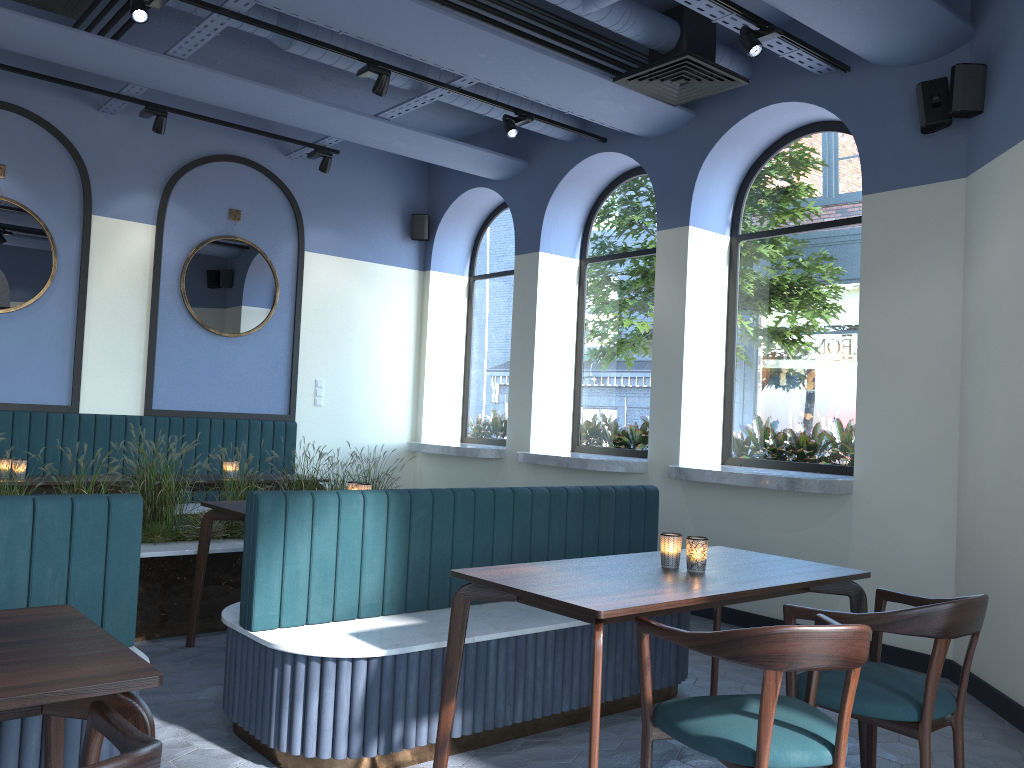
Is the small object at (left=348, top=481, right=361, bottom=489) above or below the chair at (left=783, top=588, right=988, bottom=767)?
above

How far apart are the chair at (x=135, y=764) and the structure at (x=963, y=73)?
4.70m

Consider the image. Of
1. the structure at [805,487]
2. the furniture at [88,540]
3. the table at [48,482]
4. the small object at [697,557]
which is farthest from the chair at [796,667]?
Answer: the table at [48,482]

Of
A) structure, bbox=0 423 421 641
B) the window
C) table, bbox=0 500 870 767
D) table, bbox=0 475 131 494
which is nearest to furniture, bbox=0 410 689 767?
table, bbox=0 500 870 767

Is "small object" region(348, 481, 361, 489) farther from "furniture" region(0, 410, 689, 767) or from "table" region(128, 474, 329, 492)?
"table" region(128, 474, 329, 492)

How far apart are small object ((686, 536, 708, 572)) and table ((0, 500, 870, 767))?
0.0m

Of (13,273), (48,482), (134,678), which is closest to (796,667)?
(134,678)

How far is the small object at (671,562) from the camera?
3.2 meters

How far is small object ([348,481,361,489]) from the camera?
4.9 meters

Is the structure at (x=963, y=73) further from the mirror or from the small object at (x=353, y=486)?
the small object at (x=353, y=486)
